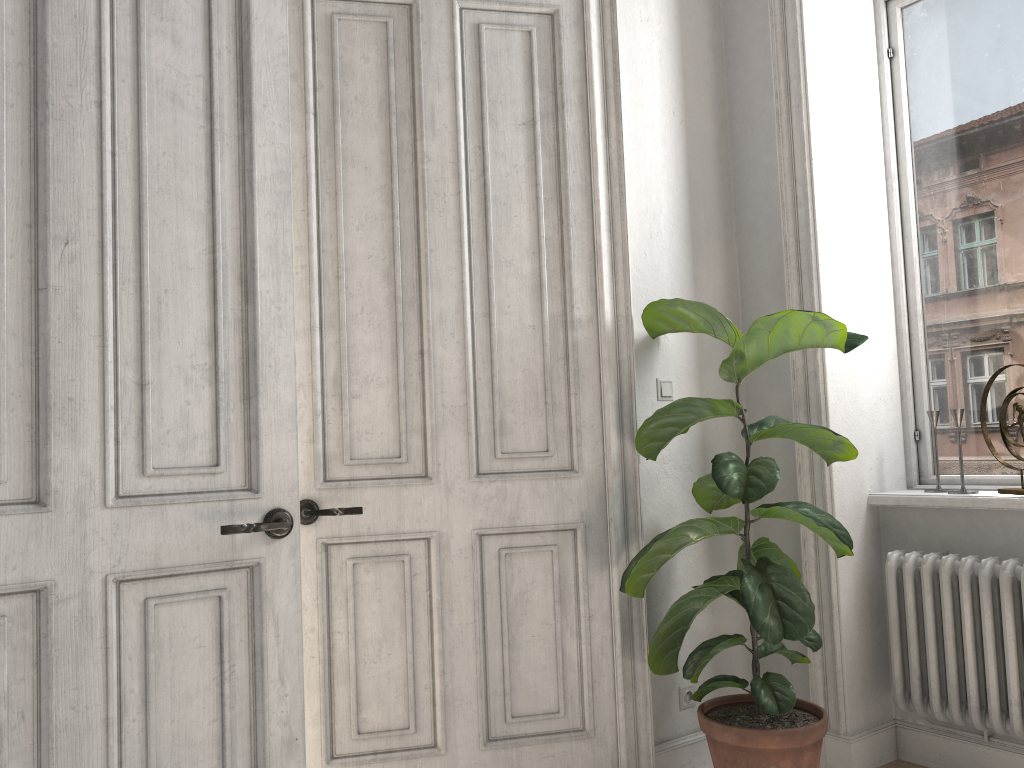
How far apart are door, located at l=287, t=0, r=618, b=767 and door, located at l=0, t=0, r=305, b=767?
0.3 meters

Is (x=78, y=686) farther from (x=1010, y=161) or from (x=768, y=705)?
(x=1010, y=161)

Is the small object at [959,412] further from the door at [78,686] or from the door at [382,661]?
the door at [78,686]

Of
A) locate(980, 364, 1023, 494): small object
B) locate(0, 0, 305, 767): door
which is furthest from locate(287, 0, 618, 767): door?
locate(980, 364, 1023, 494): small object

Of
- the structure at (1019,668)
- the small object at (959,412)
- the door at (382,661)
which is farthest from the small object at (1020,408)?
the door at (382,661)

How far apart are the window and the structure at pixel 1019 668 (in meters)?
0.36

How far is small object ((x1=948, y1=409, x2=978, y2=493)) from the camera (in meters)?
3.03

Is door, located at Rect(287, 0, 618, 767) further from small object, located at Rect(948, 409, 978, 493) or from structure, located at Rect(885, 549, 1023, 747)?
small object, located at Rect(948, 409, 978, 493)

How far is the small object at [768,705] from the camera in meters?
2.6

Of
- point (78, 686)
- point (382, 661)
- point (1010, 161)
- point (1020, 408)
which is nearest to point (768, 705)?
point (382, 661)
